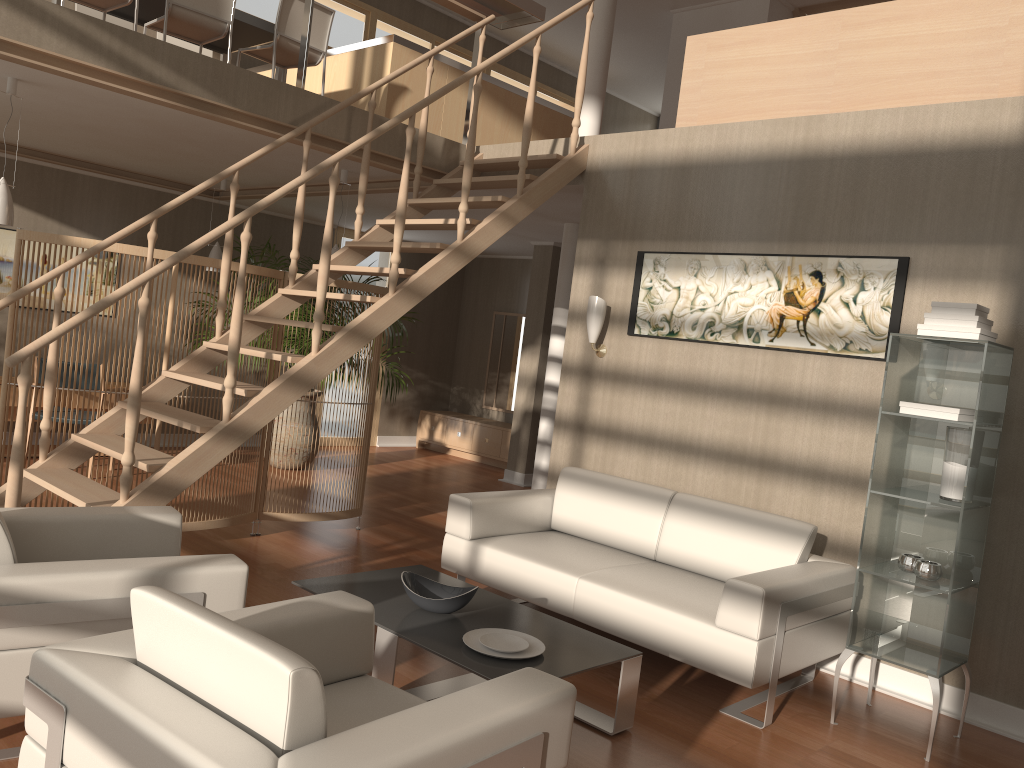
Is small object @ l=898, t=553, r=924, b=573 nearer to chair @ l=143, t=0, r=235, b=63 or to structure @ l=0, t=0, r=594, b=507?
structure @ l=0, t=0, r=594, b=507

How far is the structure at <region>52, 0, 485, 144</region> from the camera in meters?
5.2 m

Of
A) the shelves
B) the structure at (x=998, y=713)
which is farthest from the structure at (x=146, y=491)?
the shelves

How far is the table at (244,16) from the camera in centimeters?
619cm

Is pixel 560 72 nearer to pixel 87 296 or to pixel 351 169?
pixel 351 169

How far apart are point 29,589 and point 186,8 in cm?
432

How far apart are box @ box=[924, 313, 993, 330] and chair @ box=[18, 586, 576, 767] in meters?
2.3 m

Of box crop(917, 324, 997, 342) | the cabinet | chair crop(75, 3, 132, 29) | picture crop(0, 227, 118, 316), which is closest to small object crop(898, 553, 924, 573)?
box crop(917, 324, 997, 342)

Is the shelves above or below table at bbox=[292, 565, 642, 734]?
above

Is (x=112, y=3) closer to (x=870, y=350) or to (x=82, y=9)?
(x=82, y=9)
